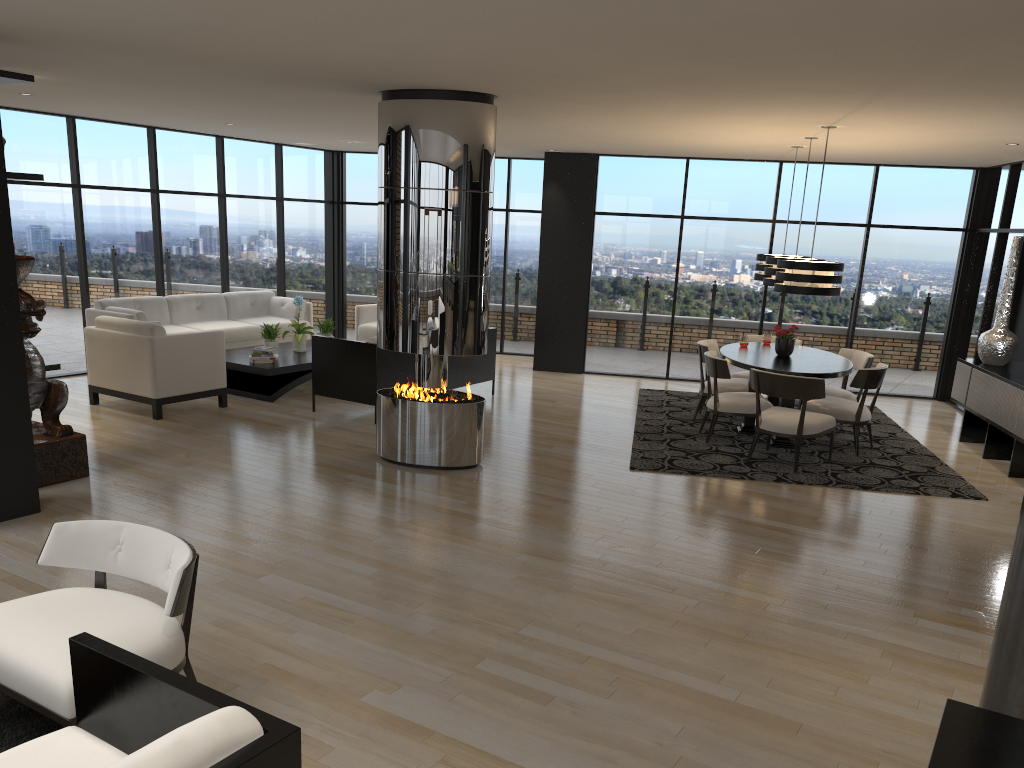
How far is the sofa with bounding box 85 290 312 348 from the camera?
9.96m

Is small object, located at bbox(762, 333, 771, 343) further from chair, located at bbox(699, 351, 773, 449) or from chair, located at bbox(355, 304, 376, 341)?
chair, located at bbox(355, 304, 376, 341)

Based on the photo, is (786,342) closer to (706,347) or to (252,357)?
(706,347)

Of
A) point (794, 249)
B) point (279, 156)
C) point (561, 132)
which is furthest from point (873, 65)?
point (279, 156)

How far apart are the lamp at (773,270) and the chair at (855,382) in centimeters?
119cm

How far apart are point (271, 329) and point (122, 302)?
1.82m

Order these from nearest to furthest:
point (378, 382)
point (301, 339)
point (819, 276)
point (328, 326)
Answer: point (819, 276) < point (378, 382) < point (301, 339) < point (328, 326)

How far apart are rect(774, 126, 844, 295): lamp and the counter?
6.1 meters

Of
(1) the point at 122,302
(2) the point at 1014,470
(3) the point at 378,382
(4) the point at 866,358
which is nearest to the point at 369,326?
(1) the point at 122,302

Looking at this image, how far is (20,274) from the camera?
5.87m
